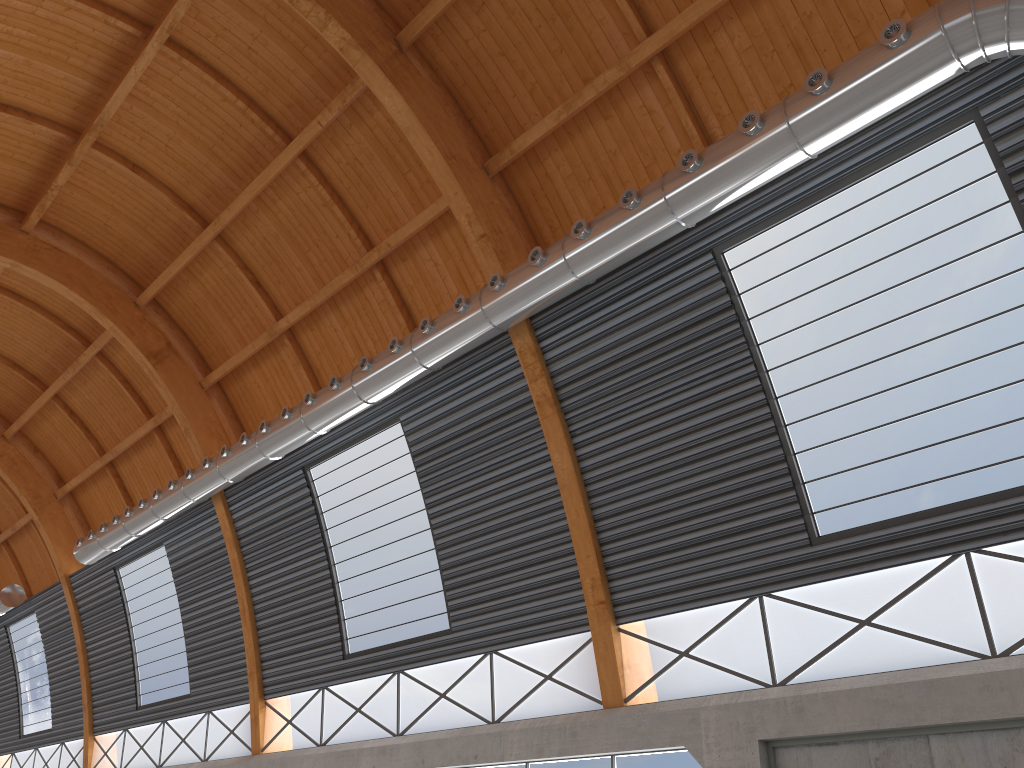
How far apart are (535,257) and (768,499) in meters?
7.4

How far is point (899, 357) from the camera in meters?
16.6
